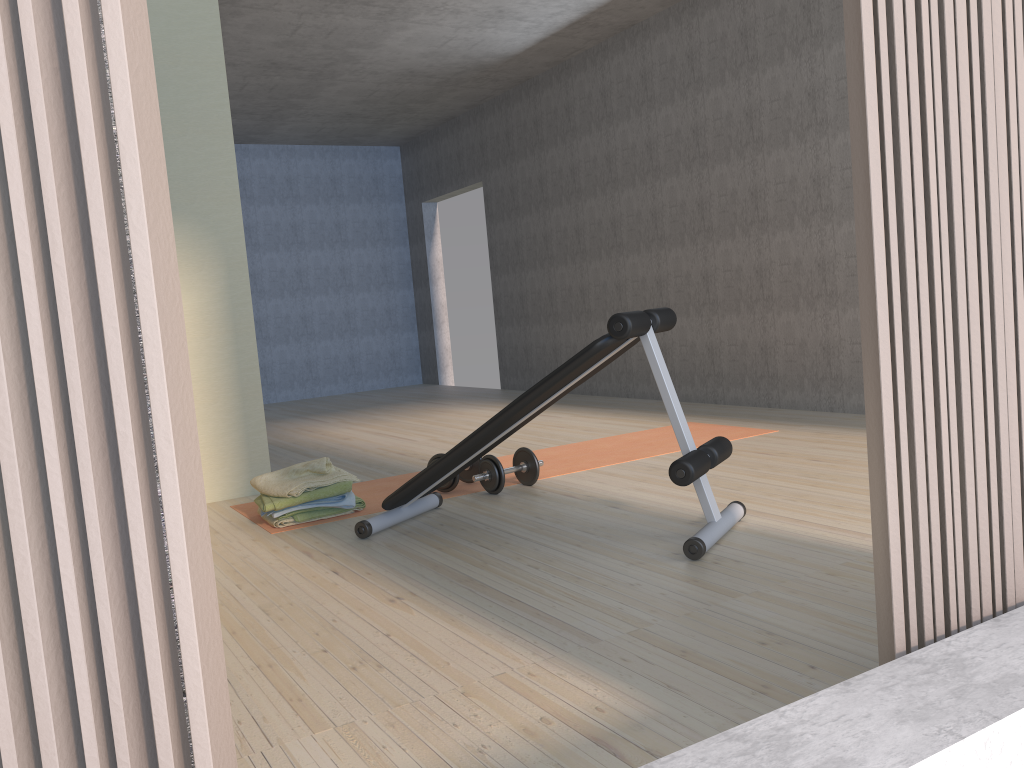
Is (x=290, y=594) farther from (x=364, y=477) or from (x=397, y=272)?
(x=397, y=272)

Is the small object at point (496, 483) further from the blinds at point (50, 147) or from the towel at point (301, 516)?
the blinds at point (50, 147)

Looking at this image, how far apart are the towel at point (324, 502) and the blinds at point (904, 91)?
2.6 meters

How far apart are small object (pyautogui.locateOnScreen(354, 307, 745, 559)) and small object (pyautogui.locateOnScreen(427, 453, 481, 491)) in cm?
26

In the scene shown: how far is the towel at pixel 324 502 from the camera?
3.6 meters

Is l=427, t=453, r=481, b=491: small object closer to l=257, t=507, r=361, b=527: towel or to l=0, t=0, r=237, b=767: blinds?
l=257, t=507, r=361, b=527: towel

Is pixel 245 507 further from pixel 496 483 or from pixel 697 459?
pixel 697 459

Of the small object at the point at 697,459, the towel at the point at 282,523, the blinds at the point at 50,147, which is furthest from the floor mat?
the blinds at the point at 50,147

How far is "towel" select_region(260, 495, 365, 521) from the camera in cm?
357

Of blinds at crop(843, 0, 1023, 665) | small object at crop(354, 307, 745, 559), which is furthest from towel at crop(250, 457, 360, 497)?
blinds at crop(843, 0, 1023, 665)
